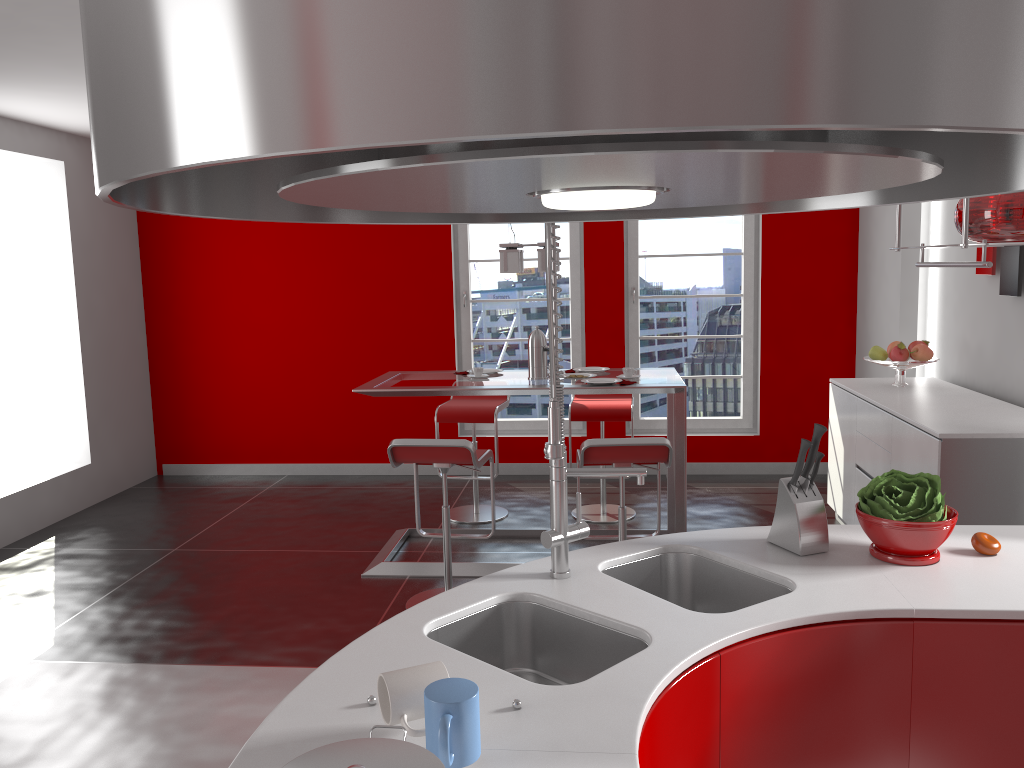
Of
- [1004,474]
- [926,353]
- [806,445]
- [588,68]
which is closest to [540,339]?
[926,353]

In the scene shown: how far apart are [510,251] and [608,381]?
0.9m

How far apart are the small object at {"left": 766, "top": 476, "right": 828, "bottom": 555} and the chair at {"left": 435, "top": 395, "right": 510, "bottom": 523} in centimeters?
332cm

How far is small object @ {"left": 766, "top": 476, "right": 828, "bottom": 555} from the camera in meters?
2.2

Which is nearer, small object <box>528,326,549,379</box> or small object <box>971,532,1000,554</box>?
small object <box>971,532,1000,554</box>

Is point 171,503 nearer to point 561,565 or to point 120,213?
point 120,213

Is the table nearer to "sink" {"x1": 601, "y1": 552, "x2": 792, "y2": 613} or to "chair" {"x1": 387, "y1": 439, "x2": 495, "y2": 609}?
"chair" {"x1": 387, "y1": 439, "x2": 495, "y2": 609}

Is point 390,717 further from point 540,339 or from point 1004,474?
point 540,339

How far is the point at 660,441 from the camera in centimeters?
383cm

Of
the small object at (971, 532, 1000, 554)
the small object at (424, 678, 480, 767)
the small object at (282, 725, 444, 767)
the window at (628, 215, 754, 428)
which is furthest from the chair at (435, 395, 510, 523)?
the small object at (282, 725, 444, 767)
